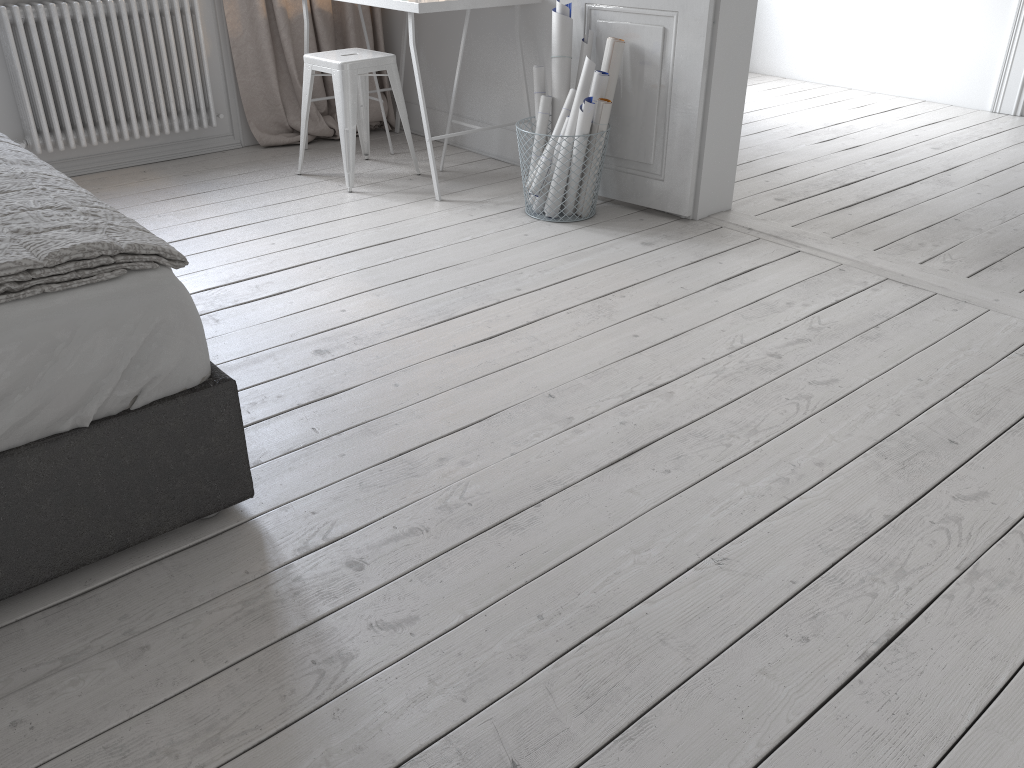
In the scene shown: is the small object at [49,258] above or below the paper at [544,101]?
above

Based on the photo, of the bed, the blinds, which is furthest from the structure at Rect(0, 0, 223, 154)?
the bed

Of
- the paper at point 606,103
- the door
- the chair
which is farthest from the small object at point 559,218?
the chair

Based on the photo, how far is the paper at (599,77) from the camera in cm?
334

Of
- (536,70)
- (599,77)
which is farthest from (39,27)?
(599,77)

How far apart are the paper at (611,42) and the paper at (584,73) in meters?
0.1 m

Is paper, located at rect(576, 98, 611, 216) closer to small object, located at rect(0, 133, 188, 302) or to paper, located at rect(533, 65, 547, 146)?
paper, located at rect(533, 65, 547, 146)

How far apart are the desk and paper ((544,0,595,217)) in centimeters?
28cm

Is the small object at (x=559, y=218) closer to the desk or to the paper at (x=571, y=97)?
the paper at (x=571, y=97)

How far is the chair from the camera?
3.7m
